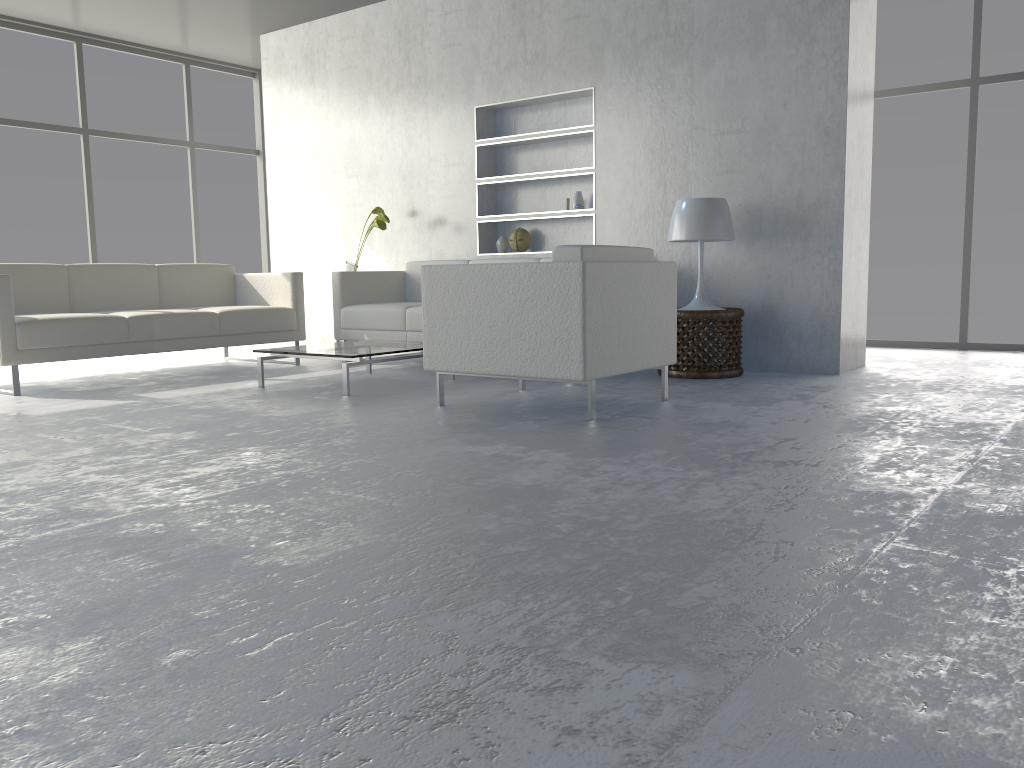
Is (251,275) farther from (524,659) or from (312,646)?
(524,659)

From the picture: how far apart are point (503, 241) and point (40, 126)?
3.8m

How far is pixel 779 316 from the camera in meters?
4.8 m

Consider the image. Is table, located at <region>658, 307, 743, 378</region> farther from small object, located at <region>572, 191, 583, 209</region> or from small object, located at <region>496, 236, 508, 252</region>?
small object, located at <region>496, 236, 508, 252</region>

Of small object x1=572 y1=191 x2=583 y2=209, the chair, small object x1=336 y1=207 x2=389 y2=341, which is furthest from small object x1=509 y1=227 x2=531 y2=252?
the chair

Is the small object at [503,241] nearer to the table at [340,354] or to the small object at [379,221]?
the small object at [379,221]

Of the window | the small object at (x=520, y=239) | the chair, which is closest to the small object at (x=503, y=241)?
the small object at (x=520, y=239)

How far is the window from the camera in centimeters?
680cm

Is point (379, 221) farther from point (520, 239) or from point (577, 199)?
point (577, 199)

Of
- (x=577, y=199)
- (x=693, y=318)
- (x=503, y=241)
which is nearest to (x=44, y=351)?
(x=503, y=241)
